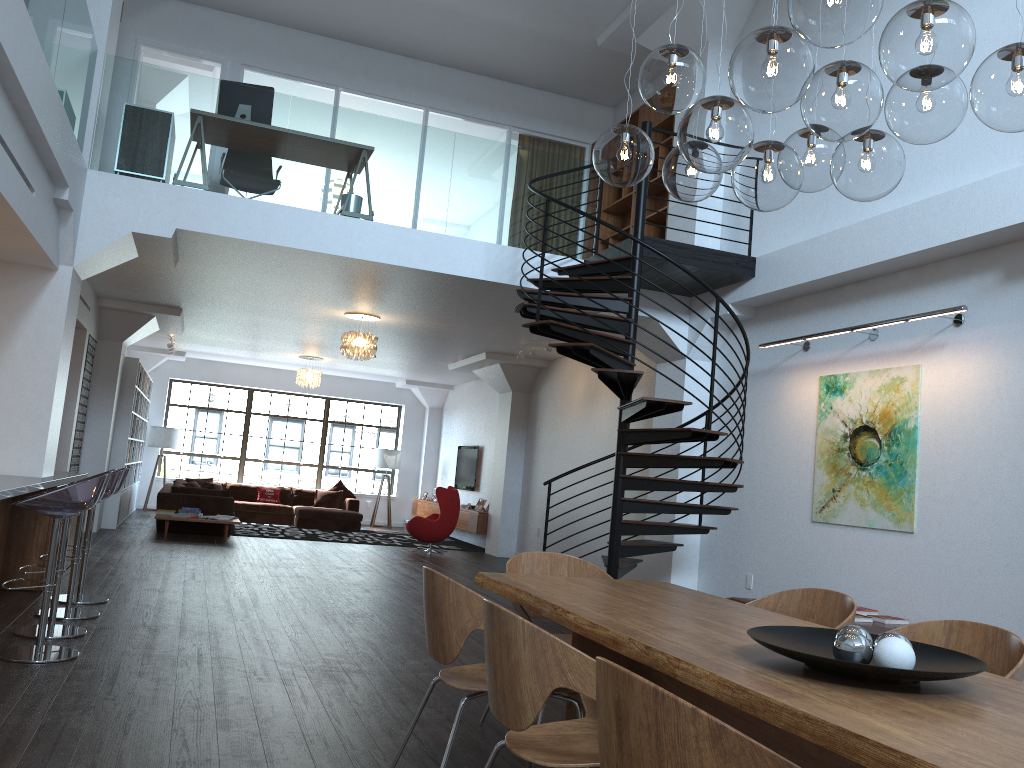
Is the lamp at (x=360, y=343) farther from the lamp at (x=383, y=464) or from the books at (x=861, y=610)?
the lamp at (x=383, y=464)

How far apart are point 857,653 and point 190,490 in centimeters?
Result: 1207cm

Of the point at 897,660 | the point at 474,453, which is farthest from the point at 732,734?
the point at 474,453

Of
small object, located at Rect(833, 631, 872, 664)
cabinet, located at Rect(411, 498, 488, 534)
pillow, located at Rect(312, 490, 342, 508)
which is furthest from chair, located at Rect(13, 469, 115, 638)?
pillow, located at Rect(312, 490, 342, 508)

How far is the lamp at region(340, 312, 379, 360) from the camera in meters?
10.6

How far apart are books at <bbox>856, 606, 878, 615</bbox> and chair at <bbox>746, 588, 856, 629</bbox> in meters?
2.7

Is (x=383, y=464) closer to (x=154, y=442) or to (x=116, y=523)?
(x=154, y=442)

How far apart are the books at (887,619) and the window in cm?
1390

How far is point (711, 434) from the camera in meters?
6.7 m

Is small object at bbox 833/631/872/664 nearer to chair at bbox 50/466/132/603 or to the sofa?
chair at bbox 50/466/132/603
